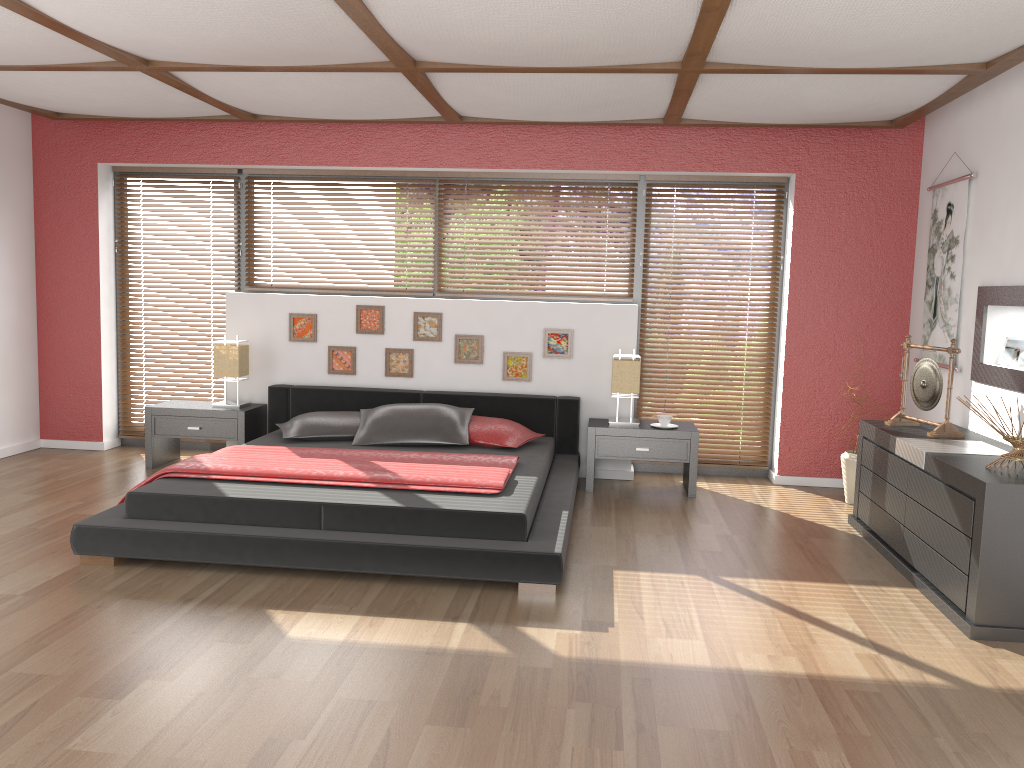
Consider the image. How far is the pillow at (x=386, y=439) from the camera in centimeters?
537cm

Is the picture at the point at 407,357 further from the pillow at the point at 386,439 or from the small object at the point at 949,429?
the small object at the point at 949,429

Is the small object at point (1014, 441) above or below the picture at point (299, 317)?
below

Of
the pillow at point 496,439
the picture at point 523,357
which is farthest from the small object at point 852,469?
the picture at point 523,357

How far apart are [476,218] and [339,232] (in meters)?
1.02

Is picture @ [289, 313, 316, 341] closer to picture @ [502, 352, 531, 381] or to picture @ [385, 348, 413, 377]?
picture @ [385, 348, 413, 377]

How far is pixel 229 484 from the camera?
4.3 meters

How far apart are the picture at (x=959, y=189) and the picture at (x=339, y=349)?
3.8m

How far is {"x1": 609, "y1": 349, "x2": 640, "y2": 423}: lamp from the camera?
5.7 meters

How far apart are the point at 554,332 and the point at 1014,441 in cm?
309
